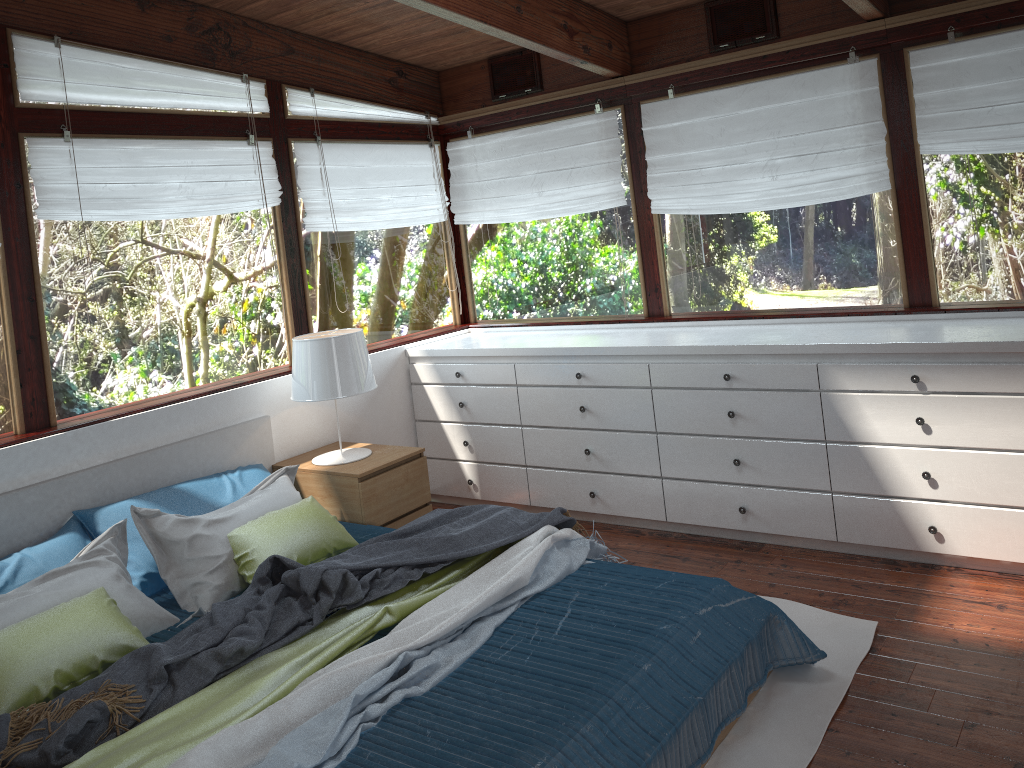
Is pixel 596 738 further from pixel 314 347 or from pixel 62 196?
pixel 62 196

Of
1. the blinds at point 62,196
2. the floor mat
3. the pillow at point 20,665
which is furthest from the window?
the floor mat

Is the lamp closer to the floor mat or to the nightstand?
the nightstand

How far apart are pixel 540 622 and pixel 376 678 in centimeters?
62cm

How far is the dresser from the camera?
3.37m

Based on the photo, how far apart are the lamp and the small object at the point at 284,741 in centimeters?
125cm

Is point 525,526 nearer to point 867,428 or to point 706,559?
point 706,559

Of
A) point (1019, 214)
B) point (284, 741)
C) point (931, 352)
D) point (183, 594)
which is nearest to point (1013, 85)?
point (1019, 214)

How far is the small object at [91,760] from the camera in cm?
217

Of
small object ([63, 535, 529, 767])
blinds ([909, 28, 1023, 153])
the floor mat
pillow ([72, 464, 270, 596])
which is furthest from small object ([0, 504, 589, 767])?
blinds ([909, 28, 1023, 153])
